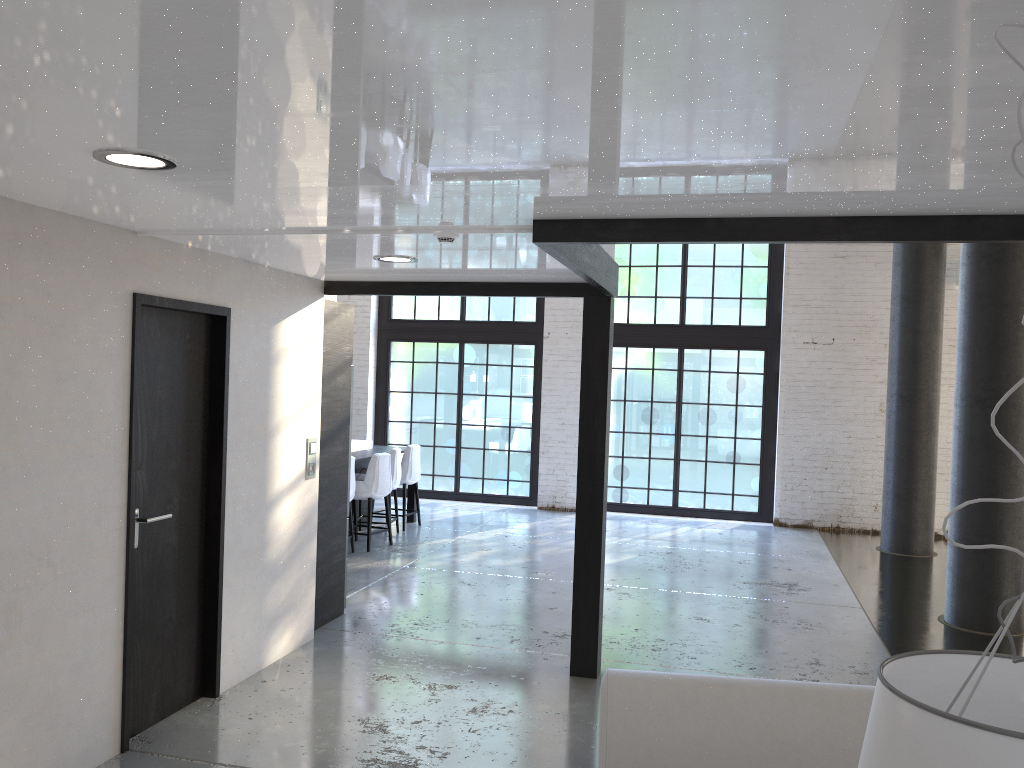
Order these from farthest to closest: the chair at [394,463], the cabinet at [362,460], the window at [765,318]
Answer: the window at [765,318]
the chair at [394,463]
the cabinet at [362,460]

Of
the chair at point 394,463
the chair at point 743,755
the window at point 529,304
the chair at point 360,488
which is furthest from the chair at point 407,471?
the chair at point 743,755

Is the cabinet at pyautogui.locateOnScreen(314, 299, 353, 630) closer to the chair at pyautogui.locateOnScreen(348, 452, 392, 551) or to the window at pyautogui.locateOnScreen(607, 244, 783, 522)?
the chair at pyautogui.locateOnScreen(348, 452, 392, 551)

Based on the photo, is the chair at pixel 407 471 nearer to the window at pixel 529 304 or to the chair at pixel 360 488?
the chair at pixel 360 488

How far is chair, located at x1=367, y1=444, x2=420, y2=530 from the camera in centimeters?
978cm

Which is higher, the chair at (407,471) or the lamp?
the lamp

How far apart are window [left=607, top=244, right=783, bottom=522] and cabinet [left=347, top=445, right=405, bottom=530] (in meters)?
3.32

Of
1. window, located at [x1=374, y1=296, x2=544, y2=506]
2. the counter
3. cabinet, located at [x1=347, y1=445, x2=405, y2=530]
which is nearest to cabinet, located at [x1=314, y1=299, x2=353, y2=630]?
cabinet, located at [x1=347, y1=445, x2=405, y2=530]

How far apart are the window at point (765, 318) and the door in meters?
7.8

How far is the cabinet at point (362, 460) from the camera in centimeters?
884cm
